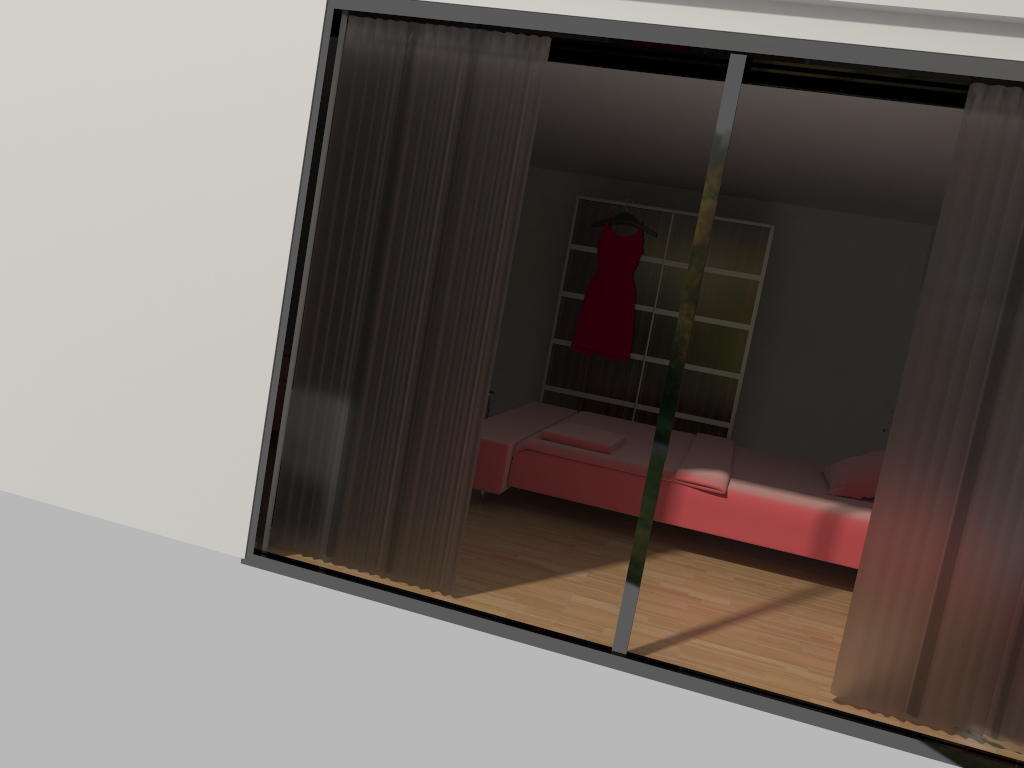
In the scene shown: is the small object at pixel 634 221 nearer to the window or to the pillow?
the pillow

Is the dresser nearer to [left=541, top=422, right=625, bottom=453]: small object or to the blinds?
[left=541, top=422, right=625, bottom=453]: small object

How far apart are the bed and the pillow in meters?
0.0 m

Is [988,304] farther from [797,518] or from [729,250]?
[729,250]

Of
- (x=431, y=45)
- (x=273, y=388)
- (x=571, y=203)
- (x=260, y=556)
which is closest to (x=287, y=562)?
(x=260, y=556)

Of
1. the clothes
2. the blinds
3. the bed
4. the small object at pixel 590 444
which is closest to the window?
the blinds

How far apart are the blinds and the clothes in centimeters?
389cm

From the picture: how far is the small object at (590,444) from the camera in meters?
4.7 m

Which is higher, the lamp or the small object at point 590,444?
the small object at point 590,444

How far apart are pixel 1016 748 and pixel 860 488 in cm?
193
